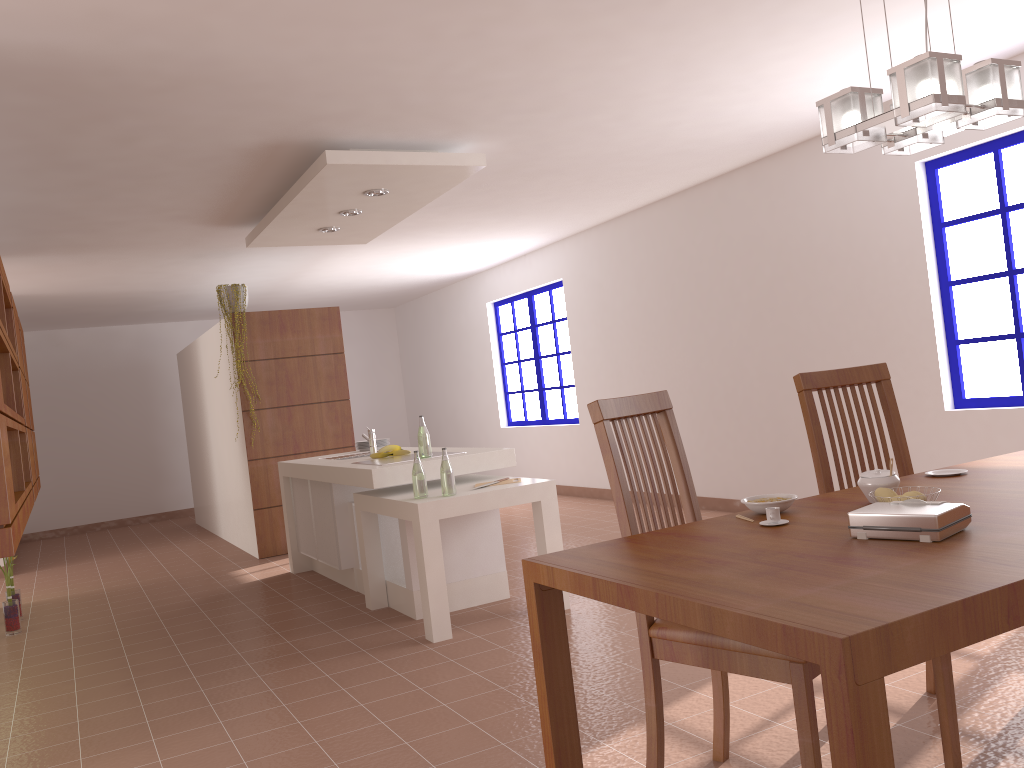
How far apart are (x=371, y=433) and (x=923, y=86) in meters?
4.4

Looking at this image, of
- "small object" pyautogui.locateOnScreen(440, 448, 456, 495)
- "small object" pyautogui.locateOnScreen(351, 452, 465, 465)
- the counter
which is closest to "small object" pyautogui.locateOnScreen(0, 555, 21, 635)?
the counter

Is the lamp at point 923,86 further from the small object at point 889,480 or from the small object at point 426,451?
the small object at point 426,451

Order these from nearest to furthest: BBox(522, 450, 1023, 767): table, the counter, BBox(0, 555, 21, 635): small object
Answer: BBox(522, 450, 1023, 767): table, the counter, BBox(0, 555, 21, 635): small object

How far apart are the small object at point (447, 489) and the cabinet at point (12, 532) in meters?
1.8 m

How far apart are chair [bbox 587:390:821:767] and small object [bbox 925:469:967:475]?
0.7 meters

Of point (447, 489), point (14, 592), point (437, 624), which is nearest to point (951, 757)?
point (437, 624)

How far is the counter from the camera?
4.5m

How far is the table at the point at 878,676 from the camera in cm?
118

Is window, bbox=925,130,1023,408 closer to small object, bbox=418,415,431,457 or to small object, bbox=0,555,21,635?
small object, bbox=418,415,431,457
